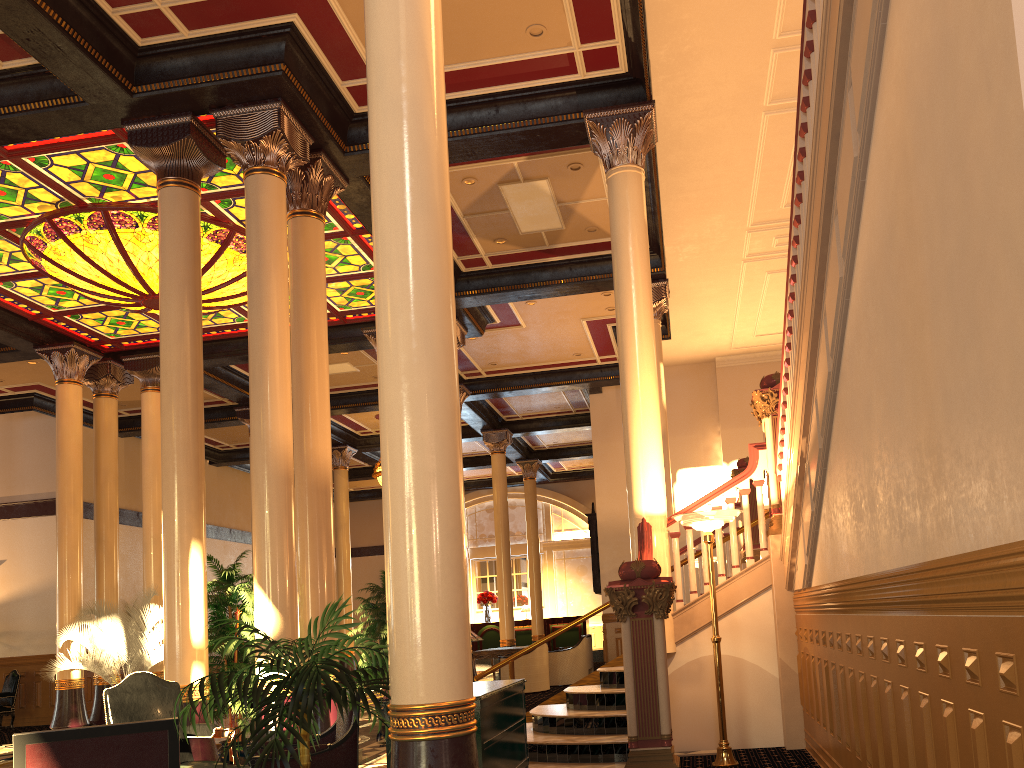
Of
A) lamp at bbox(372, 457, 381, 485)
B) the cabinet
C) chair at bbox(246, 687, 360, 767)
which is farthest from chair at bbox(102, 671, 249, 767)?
lamp at bbox(372, 457, 381, 485)

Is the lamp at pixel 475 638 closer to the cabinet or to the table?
the cabinet

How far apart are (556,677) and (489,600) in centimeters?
998cm

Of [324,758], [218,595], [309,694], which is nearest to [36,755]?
[309,694]

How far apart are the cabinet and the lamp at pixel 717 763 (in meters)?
1.83

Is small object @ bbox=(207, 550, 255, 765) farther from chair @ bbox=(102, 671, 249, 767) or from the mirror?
the mirror

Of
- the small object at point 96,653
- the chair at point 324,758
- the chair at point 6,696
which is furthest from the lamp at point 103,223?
the chair at point 6,696

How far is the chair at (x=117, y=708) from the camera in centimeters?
566cm

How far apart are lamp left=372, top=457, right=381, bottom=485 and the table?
4.8 meters

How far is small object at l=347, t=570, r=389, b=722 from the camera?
11.7 meters
